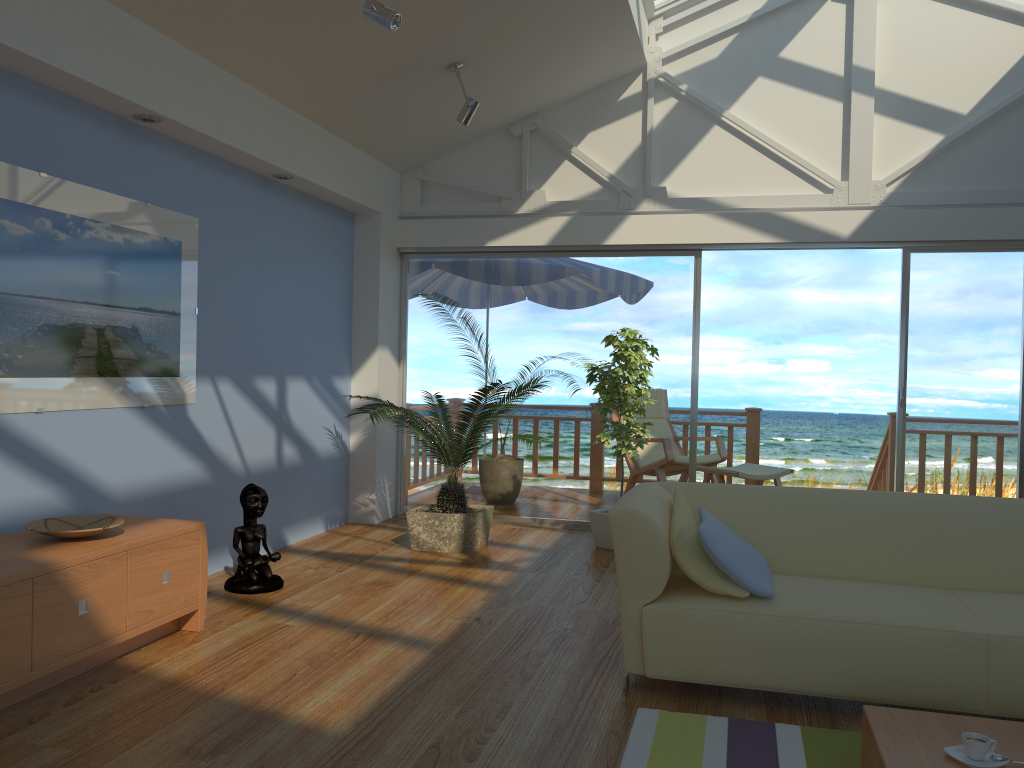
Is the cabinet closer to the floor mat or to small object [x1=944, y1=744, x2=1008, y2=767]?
the floor mat

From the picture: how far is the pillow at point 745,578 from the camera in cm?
303

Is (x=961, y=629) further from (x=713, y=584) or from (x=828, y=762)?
(x=713, y=584)

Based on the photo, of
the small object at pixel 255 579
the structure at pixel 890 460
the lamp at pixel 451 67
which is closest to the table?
the small object at pixel 255 579

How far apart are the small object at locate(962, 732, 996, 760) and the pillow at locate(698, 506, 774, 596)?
0.89m

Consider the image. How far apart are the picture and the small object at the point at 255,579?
0.5 meters

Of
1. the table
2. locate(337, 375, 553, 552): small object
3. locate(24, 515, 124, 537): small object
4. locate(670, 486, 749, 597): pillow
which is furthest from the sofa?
locate(24, 515, 124, 537): small object

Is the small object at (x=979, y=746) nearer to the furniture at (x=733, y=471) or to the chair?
the furniture at (x=733, y=471)

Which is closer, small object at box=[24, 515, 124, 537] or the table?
the table

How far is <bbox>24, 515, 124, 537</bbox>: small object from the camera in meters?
3.2 m
